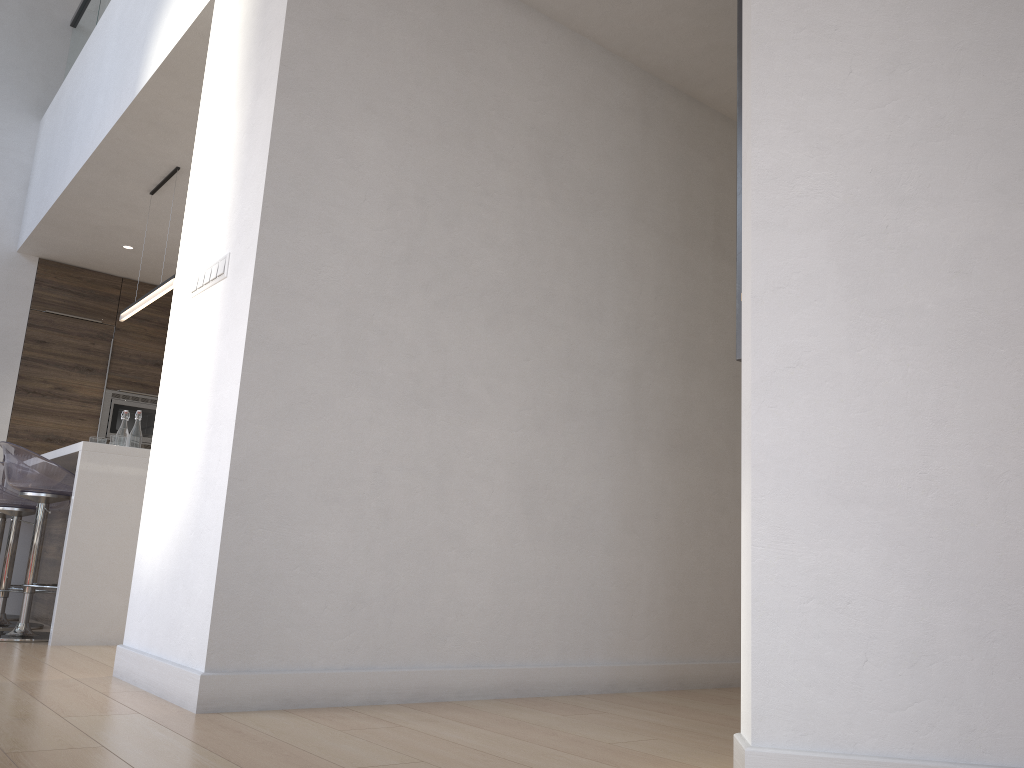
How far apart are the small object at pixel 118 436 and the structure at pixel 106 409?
2.4 meters

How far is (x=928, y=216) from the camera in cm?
187

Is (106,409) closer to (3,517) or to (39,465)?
(3,517)

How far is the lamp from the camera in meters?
4.7 m

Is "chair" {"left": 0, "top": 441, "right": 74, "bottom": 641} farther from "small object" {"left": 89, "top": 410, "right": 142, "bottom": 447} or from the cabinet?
"small object" {"left": 89, "top": 410, "right": 142, "bottom": 447}

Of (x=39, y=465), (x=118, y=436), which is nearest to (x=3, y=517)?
(x=118, y=436)

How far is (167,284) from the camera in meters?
4.7

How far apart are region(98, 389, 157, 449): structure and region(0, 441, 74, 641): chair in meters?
2.9

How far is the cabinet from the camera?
3.76m

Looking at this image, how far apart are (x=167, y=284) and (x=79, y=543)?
1.5 meters
